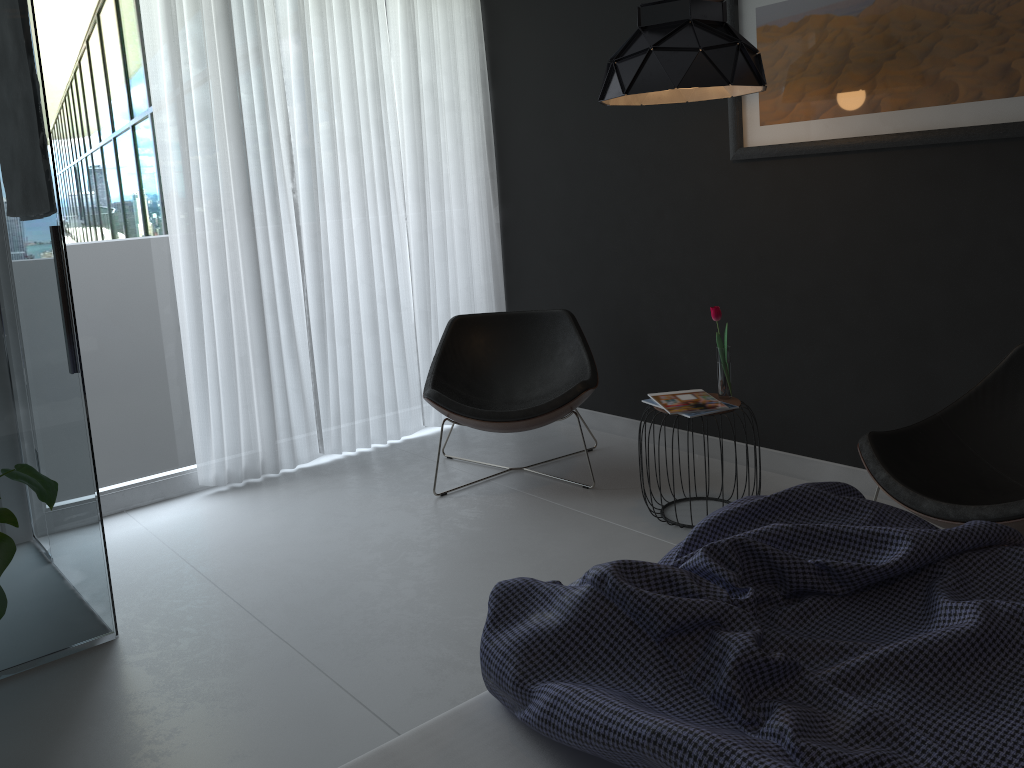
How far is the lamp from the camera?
2.82m

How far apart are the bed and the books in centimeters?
125cm

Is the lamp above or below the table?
above

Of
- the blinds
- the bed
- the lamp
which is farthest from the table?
the blinds

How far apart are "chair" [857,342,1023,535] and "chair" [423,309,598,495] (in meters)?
1.25

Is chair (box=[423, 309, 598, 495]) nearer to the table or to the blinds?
the blinds

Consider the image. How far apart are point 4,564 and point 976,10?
3.12m

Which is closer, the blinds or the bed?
the bed

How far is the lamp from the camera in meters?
2.8 m

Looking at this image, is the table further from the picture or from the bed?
the bed
